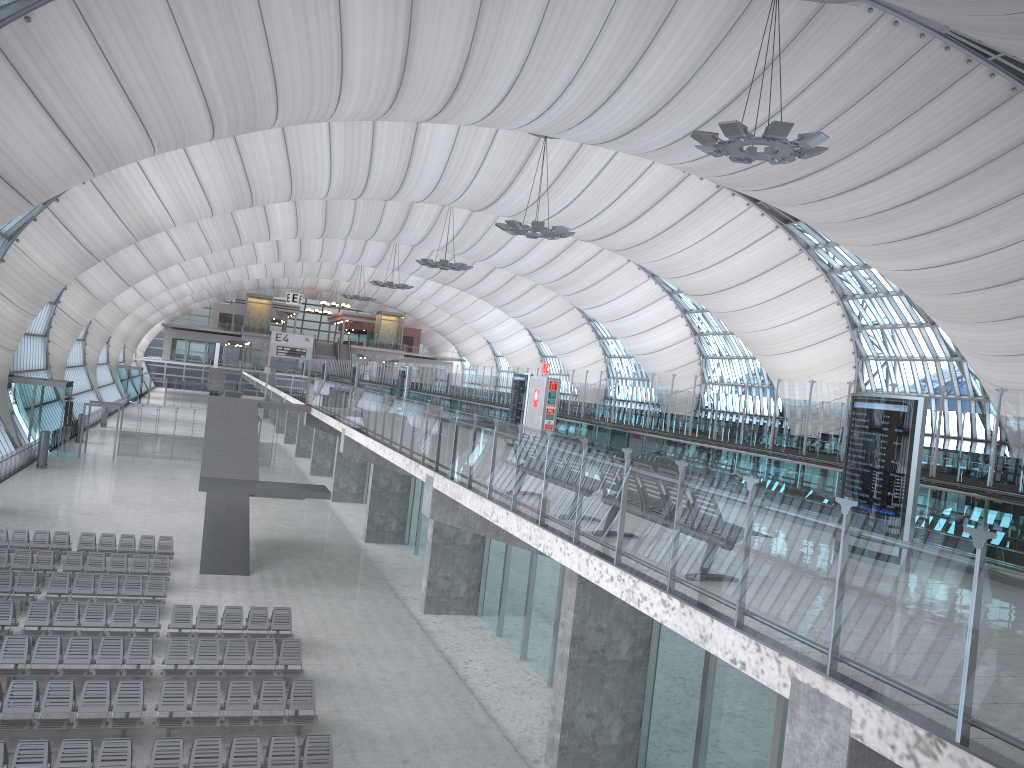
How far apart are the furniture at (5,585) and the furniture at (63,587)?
0.27m

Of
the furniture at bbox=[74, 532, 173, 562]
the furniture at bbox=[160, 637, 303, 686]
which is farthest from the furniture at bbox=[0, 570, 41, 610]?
the furniture at bbox=[160, 637, 303, 686]

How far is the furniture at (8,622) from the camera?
18.3m

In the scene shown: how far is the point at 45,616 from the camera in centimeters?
1861cm

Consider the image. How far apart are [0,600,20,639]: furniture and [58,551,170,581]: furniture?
4.1 meters

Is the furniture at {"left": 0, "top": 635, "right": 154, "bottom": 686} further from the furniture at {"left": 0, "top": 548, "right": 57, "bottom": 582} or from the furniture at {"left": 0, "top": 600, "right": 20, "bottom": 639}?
the furniture at {"left": 0, "top": 548, "right": 57, "bottom": 582}

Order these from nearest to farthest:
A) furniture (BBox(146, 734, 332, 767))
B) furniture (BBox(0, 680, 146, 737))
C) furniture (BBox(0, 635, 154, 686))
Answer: furniture (BBox(146, 734, 332, 767)), furniture (BBox(0, 680, 146, 737)), furniture (BBox(0, 635, 154, 686))

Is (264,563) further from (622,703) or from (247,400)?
(622,703)

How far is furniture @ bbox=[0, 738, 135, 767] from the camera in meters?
12.2 m

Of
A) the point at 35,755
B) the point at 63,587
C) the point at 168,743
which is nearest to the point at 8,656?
the point at 35,755
